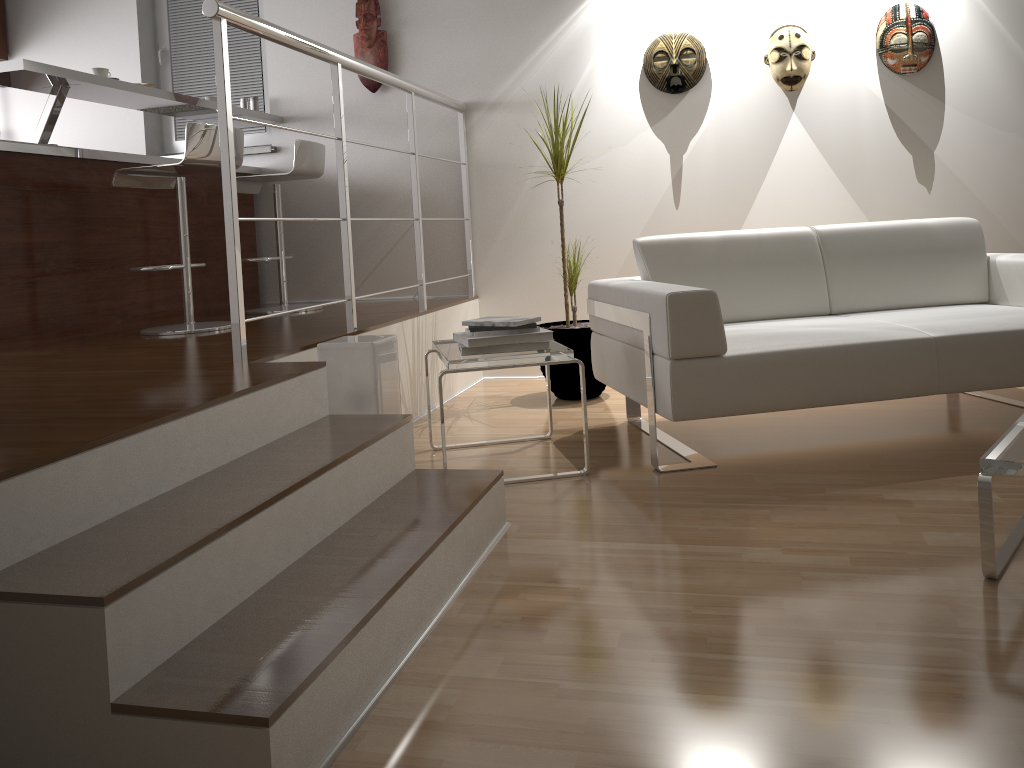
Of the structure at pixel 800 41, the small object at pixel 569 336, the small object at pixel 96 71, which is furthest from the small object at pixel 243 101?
the structure at pixel 800 41

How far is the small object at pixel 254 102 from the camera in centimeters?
479cm

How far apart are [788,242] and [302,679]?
2.6 meters

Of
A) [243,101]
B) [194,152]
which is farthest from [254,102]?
[194,152]

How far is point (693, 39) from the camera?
4.2m

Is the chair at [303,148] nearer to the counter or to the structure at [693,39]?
the counter

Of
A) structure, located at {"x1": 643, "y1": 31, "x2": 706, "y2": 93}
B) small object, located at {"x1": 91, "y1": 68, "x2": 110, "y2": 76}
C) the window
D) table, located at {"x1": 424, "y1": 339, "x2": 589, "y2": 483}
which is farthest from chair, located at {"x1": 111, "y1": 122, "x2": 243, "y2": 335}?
structure, located at {"x1": 643, "y1": 31, "x2": 706, "y2": 93}

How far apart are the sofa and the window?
2.6m

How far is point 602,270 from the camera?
4.5m

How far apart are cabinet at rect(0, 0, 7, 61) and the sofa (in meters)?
4.16
